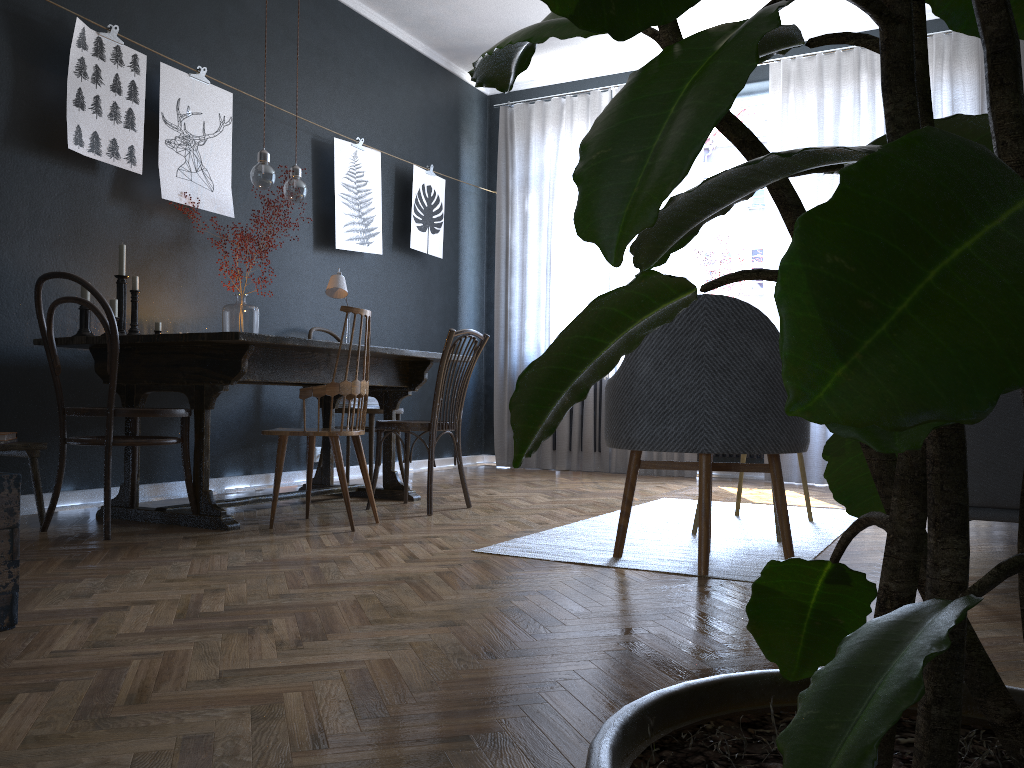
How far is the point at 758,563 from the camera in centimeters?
276cm

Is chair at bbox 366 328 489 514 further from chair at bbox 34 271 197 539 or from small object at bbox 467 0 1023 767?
small object at bbox 467 0 1023 767

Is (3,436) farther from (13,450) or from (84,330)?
(84,330)

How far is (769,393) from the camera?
2.6 meters

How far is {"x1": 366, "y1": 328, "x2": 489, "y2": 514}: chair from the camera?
3.86m

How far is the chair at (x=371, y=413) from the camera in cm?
486

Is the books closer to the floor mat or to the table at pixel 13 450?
the table at pixel 13 450

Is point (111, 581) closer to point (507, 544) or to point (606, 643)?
point (507, 544)

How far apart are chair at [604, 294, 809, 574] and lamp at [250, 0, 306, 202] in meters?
2.0

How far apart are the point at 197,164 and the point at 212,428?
1.33m
